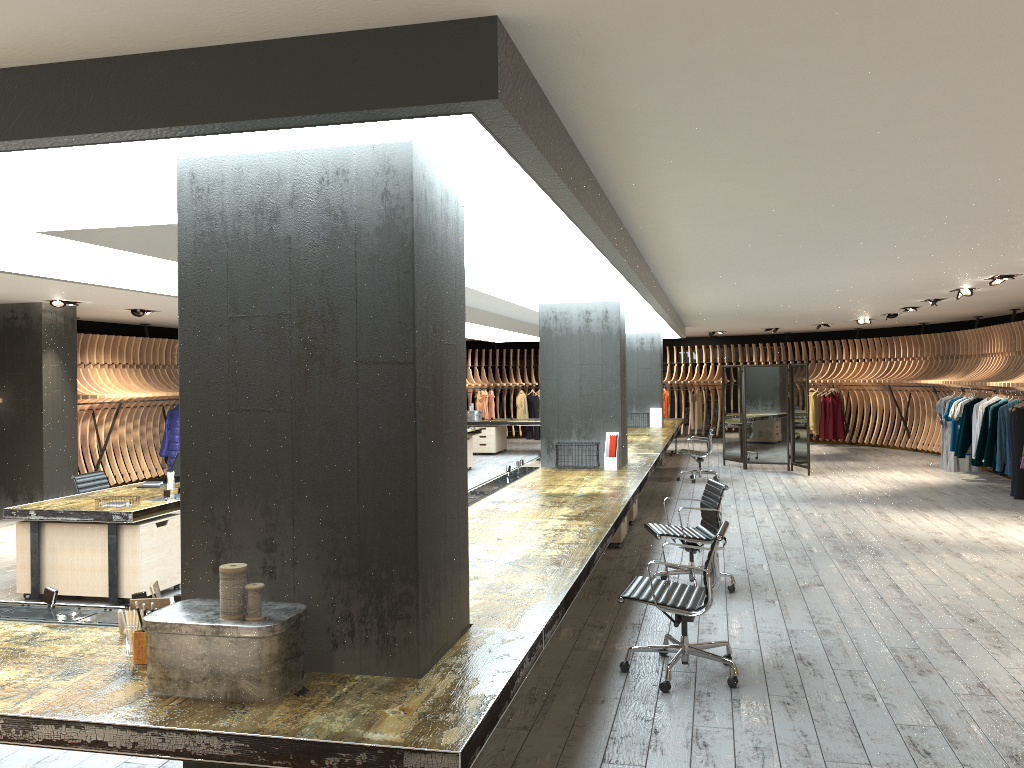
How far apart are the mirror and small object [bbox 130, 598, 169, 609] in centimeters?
1335cm

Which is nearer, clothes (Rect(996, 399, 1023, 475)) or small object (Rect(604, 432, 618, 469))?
small object (Rect(604, 432, 618, 469))

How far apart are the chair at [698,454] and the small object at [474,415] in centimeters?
670cm

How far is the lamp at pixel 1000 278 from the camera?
9.7m

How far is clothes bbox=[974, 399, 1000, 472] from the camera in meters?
13.0 m

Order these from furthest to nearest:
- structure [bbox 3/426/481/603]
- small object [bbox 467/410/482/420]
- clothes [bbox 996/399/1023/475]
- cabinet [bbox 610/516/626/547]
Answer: small object [bbox 467/410/482/420]
clothes [bbox 996/399/1023/475]
cabinet [bbox 610/516/626/547]
structure [bbox 3/426/481/603]

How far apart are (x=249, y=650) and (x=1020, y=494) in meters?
11.9

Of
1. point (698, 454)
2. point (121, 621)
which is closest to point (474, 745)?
point (121, 621)

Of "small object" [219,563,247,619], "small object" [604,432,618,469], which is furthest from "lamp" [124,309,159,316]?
"small object" [219,563,247,619]

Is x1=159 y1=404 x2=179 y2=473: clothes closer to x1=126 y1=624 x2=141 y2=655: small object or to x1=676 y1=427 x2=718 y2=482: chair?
x1=676 y1=427 x2=718 y2=482: chair
